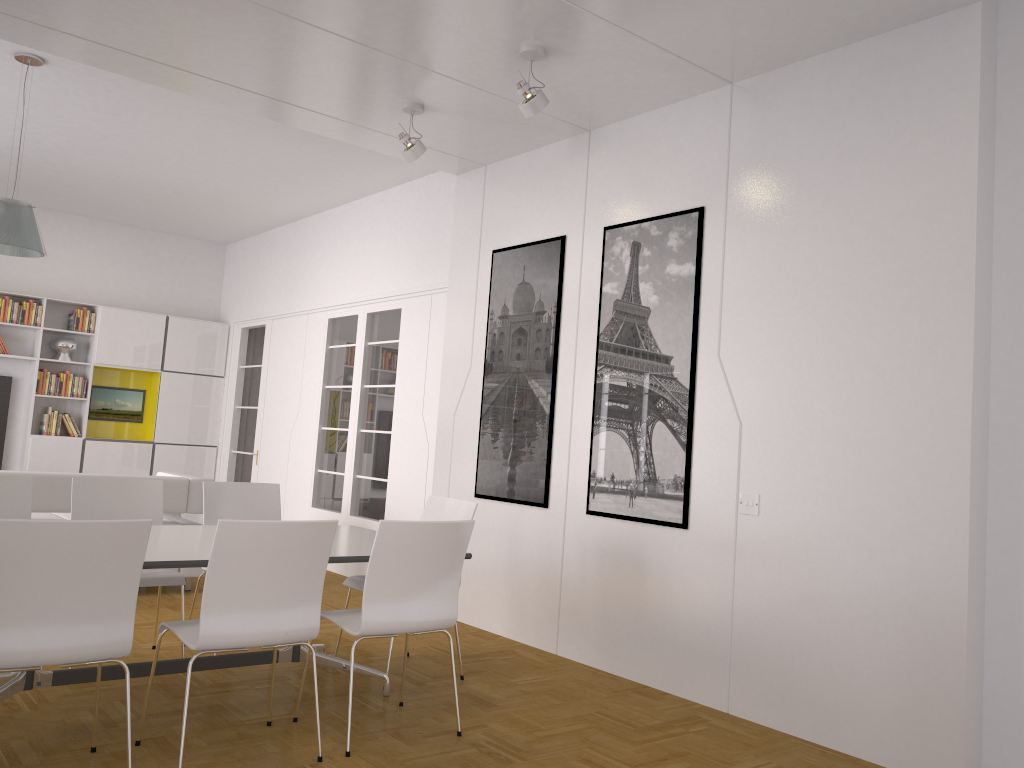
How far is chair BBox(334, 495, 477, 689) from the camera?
4.8m

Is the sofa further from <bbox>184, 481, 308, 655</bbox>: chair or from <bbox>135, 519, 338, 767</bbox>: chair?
<bbox>135, 519, 338, 767</bbox>: chair

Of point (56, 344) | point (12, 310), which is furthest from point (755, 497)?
point (12, 310)

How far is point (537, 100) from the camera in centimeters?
453cm

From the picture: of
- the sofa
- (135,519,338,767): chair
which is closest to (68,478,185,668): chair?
(135,519,338,767): chair

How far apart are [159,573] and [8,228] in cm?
242

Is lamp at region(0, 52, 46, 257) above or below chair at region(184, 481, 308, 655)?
above

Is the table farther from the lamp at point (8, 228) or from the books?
the books

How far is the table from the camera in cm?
356

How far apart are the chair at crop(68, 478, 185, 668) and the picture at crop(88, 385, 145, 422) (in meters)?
5.68
